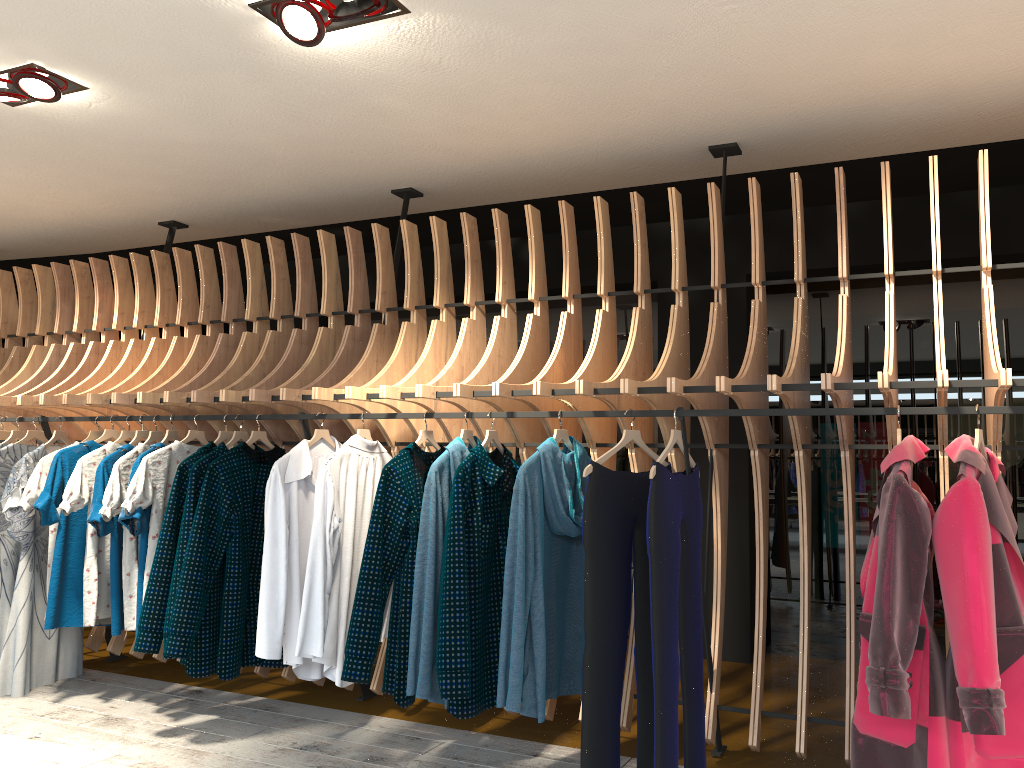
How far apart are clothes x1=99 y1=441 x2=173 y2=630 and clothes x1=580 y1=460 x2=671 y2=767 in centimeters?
238cm

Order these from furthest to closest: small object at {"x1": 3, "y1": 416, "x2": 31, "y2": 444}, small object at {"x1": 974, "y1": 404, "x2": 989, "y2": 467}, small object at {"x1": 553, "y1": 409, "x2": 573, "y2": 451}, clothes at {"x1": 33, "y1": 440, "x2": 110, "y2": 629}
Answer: small object at {"x1": 3, "y1": 416, "x2": 31, "y2": 444} → clothes at {"x1": 33, "y1": 440, "x2": 110, "y2": 629} → small object at {"x1": 553, "y1": 409, "x2": 573, "y2": 451} → small object at {"x1": 974, "y1": 404, "x2": 989, "y2": 467}

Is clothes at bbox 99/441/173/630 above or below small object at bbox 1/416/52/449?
below

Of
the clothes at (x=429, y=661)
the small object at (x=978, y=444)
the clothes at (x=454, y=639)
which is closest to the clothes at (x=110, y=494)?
the clothes at (x=429, y=661)

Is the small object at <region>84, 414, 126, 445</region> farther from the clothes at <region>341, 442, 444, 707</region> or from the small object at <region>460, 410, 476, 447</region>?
the small object at <region>460, 410, 476, 447</region>

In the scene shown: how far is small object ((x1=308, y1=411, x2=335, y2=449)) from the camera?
4.10m

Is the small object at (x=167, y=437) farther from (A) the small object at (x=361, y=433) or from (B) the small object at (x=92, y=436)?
(A) the small object at (x=361, y=433)

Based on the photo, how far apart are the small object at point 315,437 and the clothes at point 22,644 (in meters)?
1.67

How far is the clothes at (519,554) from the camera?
3.32m

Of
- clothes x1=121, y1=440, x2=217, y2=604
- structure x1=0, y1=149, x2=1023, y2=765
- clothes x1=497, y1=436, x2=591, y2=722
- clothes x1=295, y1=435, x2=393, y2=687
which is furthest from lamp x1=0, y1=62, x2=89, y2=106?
clothes x1=497, y1=436, x2=591, y2=722
